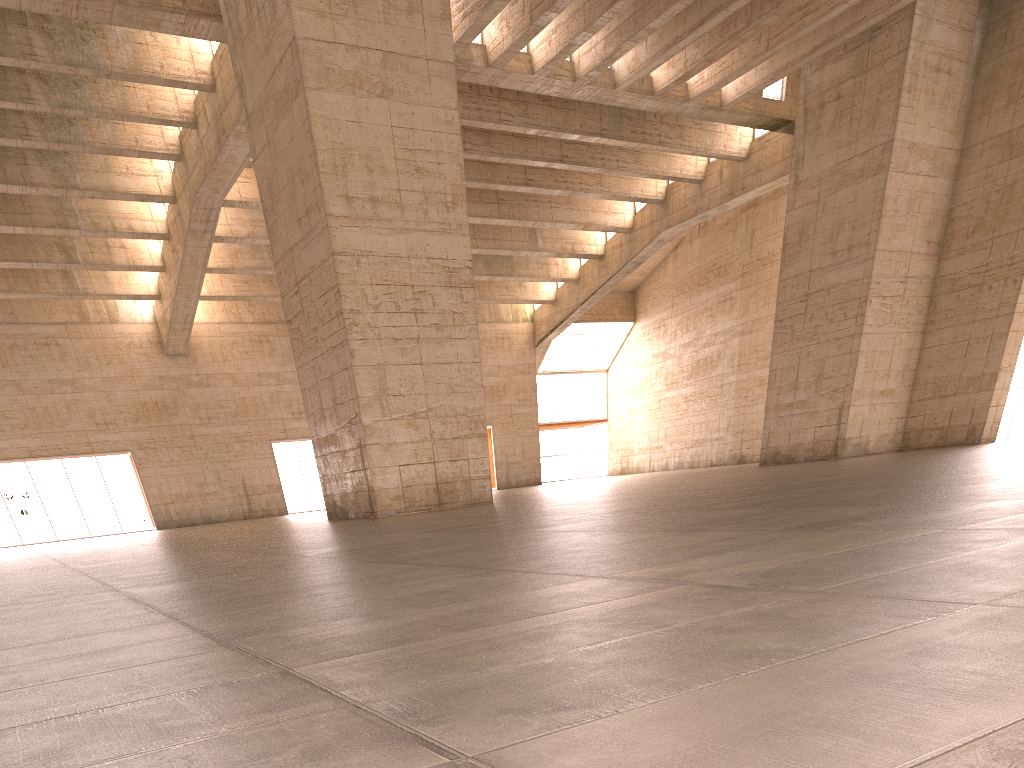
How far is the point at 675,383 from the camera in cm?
4739

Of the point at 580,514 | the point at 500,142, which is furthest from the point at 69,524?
the point at 580,514

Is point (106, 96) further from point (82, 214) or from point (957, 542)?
point (957, 542)
